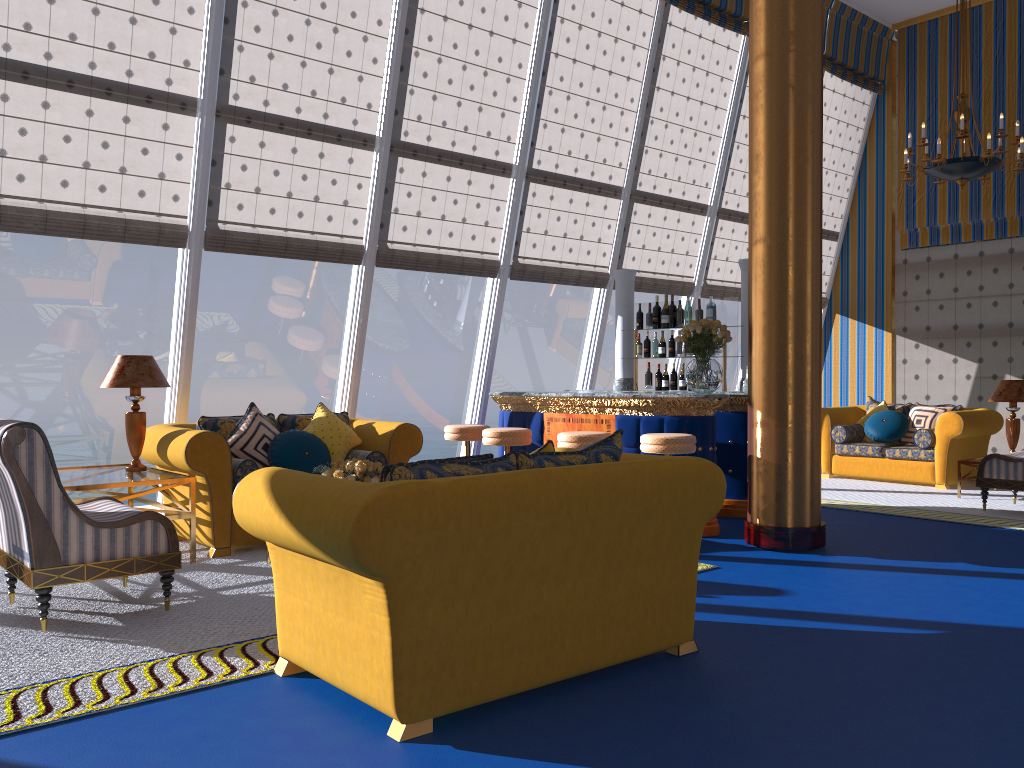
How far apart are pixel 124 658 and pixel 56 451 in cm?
2395

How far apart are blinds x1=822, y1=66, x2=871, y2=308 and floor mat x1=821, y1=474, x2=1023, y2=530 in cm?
325

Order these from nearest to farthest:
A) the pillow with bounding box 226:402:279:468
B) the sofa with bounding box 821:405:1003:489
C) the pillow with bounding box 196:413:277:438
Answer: the pillow with bounding box 226:402:279:468 → the pillow with bounding box 196:413:277:438 → the sofa with bounding box 821:405:1003:489

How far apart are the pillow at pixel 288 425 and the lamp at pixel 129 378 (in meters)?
0.95

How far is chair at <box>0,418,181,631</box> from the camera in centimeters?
399cm

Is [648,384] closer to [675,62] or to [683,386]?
[683,386]

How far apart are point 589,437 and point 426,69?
3.59m

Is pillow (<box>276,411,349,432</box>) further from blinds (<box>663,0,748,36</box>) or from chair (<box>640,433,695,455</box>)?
blinds (<box>663,0,748,36</box>)

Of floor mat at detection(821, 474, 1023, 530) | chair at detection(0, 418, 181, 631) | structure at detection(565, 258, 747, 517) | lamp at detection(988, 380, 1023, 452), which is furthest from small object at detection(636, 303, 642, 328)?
chair at detection(0, 418, 181, 631)

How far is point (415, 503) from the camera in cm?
284
